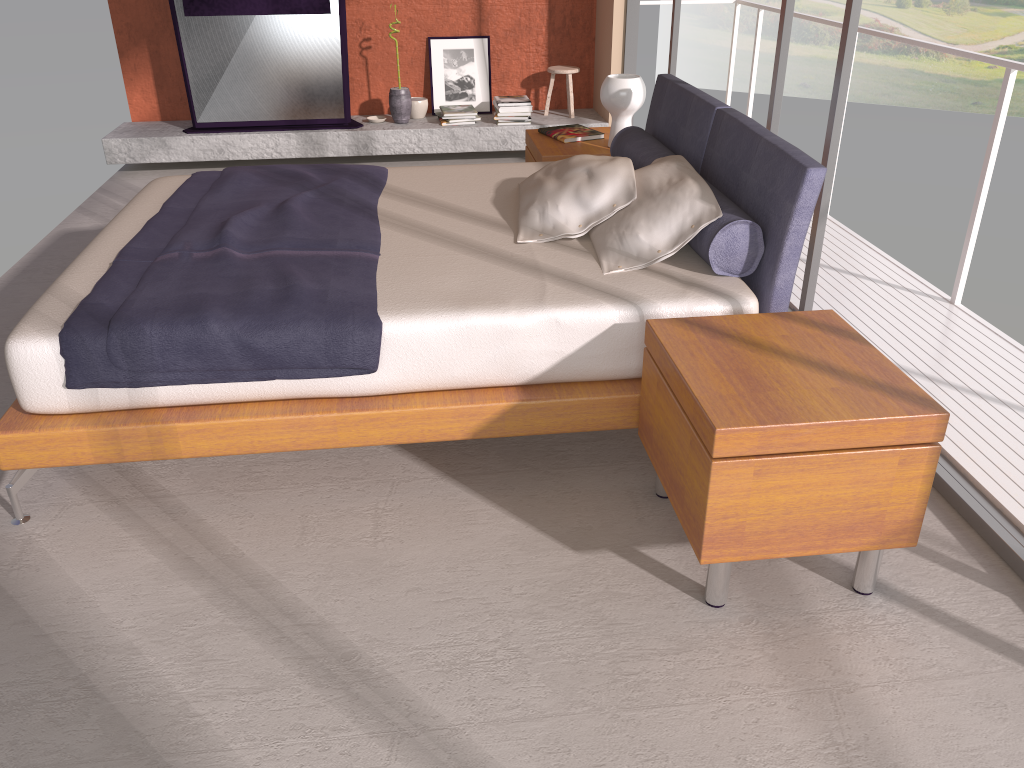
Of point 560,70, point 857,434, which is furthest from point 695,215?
point 560,70

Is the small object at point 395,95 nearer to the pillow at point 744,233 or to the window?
the window

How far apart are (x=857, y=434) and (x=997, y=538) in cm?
76

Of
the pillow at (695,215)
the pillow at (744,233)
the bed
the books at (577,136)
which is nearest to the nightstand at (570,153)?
the books at (577,136)

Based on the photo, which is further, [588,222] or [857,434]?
[588,222]

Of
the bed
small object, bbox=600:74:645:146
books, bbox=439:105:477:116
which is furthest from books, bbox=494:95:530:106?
the bed

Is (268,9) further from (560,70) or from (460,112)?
(560,70)

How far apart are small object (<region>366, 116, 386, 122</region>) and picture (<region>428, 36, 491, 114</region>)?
0.4m

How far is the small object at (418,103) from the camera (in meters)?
6.54

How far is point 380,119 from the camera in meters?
6.5 m
